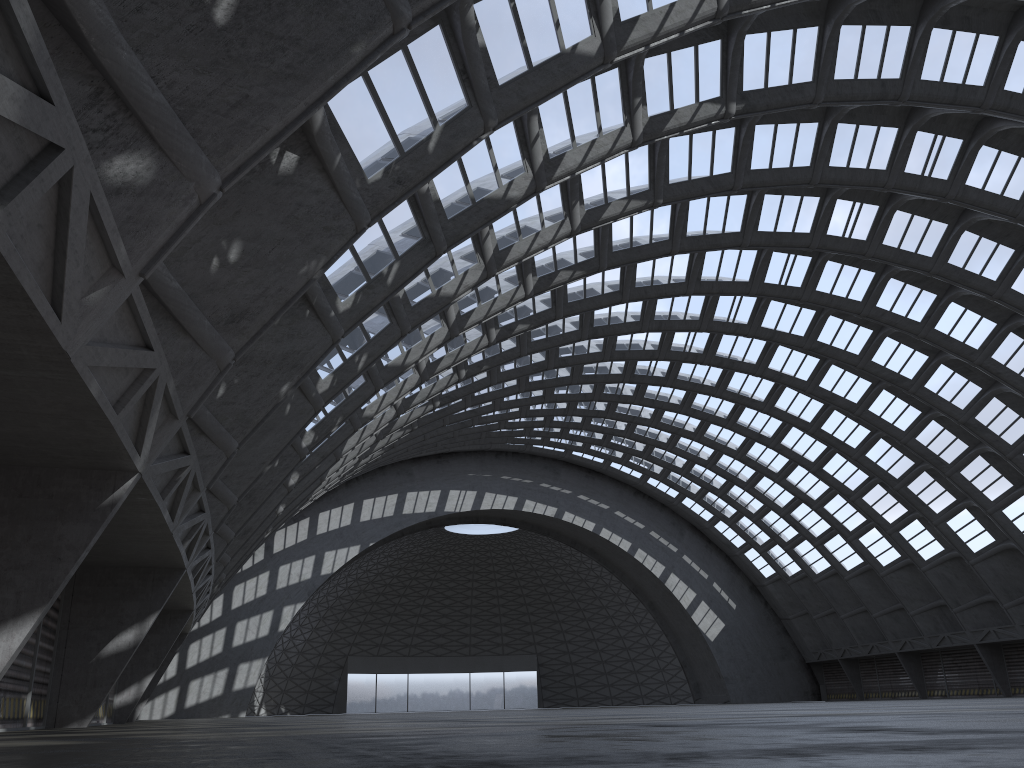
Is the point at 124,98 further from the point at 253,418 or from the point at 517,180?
the point at 517,180

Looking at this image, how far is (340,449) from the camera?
32.0 meters
